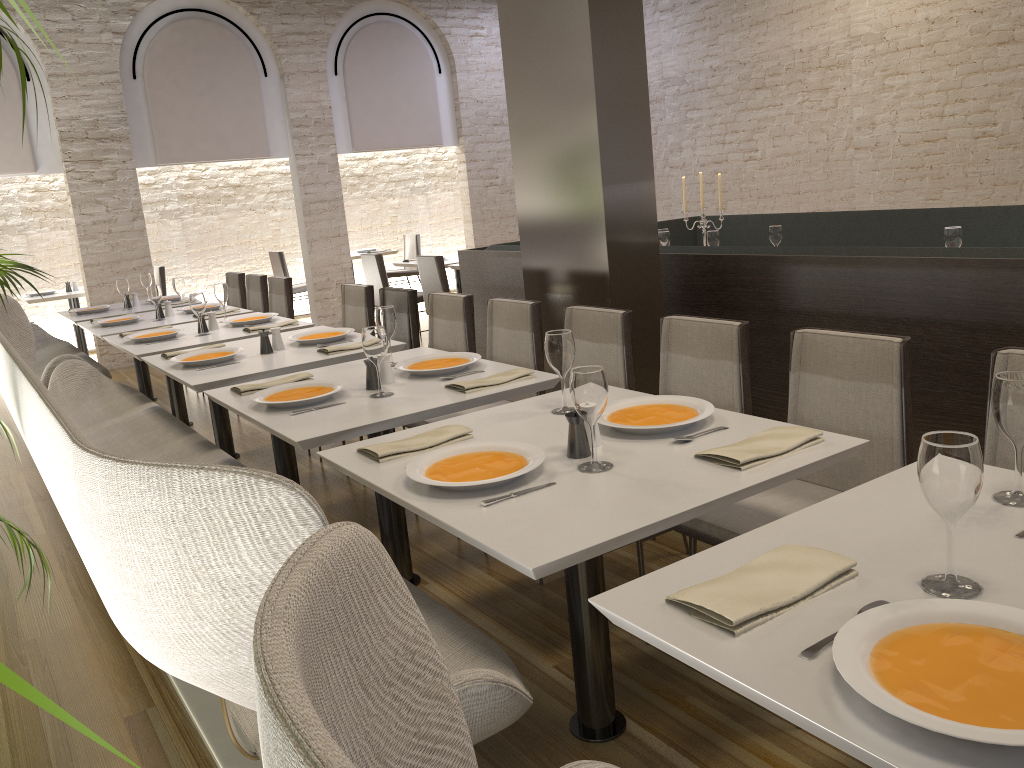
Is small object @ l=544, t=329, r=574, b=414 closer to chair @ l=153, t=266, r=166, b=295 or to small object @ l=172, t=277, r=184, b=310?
small object @ l=172, t=277, r=184, b=310

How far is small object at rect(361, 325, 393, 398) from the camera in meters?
2.9 m

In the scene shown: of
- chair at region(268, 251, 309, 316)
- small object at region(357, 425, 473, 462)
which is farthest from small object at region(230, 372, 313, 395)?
chair at region(268, 251, 309, 316)

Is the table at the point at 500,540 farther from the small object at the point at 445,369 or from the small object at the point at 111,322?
the small object at the point at 111,322

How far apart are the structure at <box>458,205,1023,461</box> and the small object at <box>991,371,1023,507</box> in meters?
1.7 m

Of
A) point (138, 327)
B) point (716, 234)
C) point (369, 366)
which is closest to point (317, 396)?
point (369, 366)

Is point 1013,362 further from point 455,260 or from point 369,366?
point 455,260

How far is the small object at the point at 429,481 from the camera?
1.9 meters

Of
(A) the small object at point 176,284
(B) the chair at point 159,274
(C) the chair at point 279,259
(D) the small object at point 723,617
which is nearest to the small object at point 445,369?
(D) the small object at point 723,617

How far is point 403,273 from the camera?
11.06m
